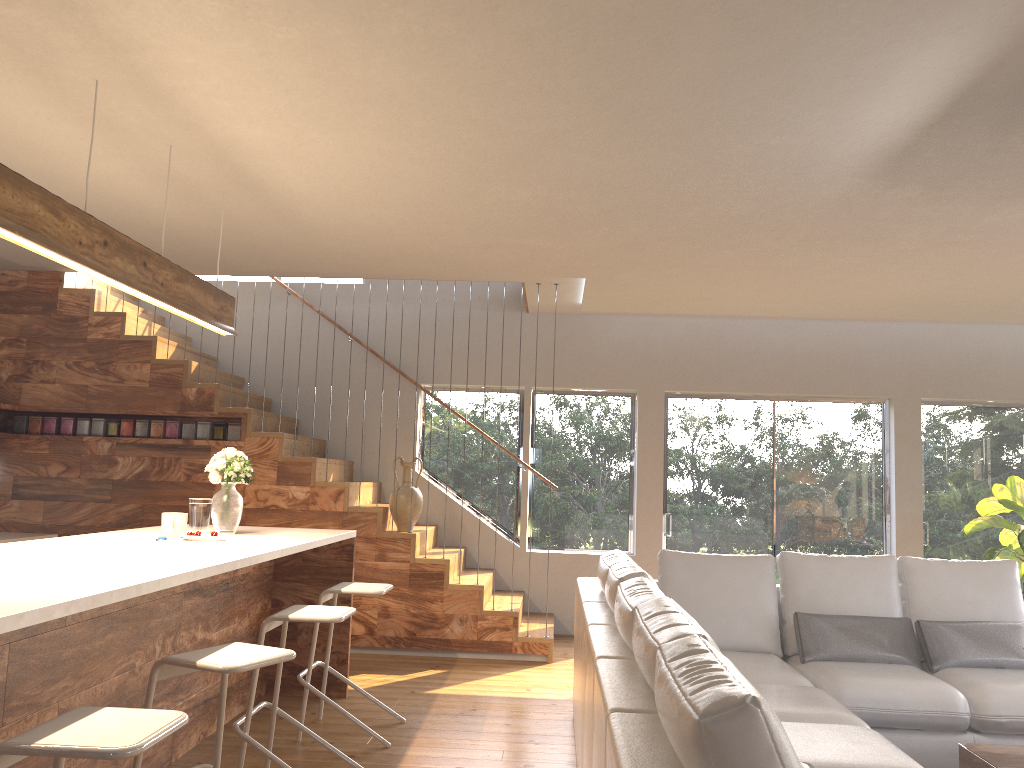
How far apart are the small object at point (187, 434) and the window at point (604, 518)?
2.0m

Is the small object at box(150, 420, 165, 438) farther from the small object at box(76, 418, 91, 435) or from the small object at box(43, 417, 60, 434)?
the small object at box(43, 417, 60, 434)

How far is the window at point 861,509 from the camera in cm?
777

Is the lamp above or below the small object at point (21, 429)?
above

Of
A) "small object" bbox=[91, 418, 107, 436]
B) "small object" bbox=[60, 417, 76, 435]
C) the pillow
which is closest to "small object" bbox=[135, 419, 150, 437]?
"small object" bbox=[91, 418, 107, 436]

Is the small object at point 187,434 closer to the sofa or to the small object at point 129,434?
the small object at point 129,434

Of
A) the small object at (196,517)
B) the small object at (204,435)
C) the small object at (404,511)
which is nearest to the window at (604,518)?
the small object at (404,511)

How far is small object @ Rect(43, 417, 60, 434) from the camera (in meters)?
6.83

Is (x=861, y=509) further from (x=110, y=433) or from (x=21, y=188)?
(x=21, y=188)

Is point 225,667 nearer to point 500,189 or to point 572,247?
point 500,189
